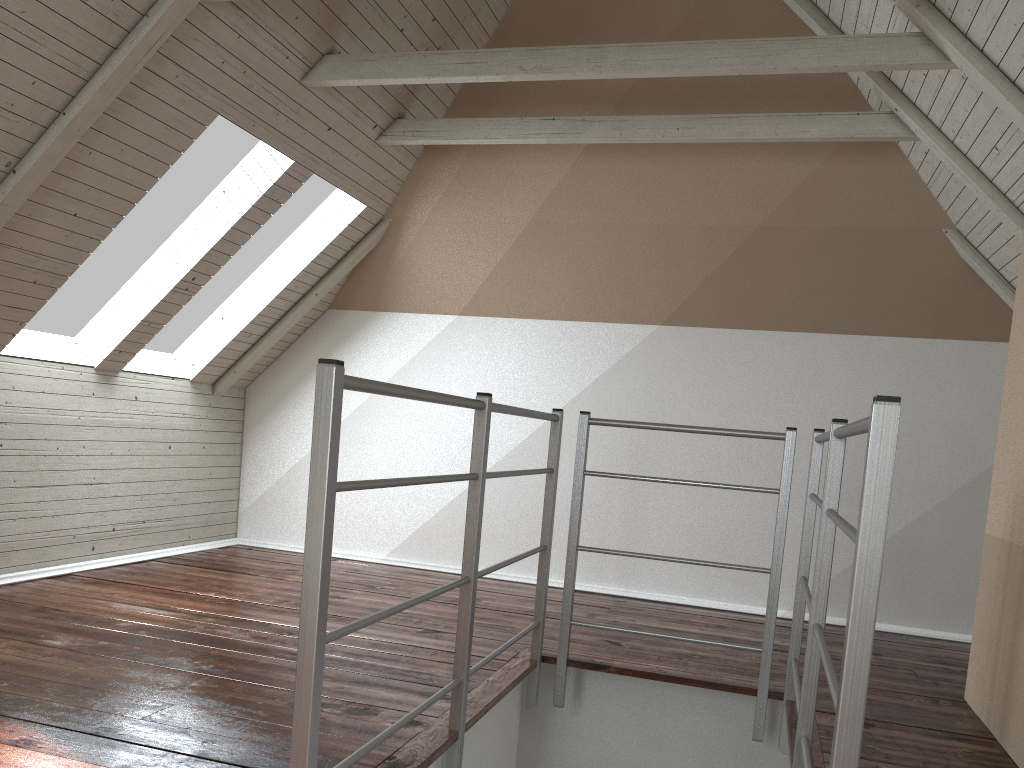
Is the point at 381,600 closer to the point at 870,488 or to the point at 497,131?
the point at 497,131

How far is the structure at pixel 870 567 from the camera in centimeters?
113cm

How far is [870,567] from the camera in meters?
1.1

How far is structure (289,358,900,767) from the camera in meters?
1.1

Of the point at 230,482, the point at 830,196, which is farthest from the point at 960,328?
the point at 230,482
